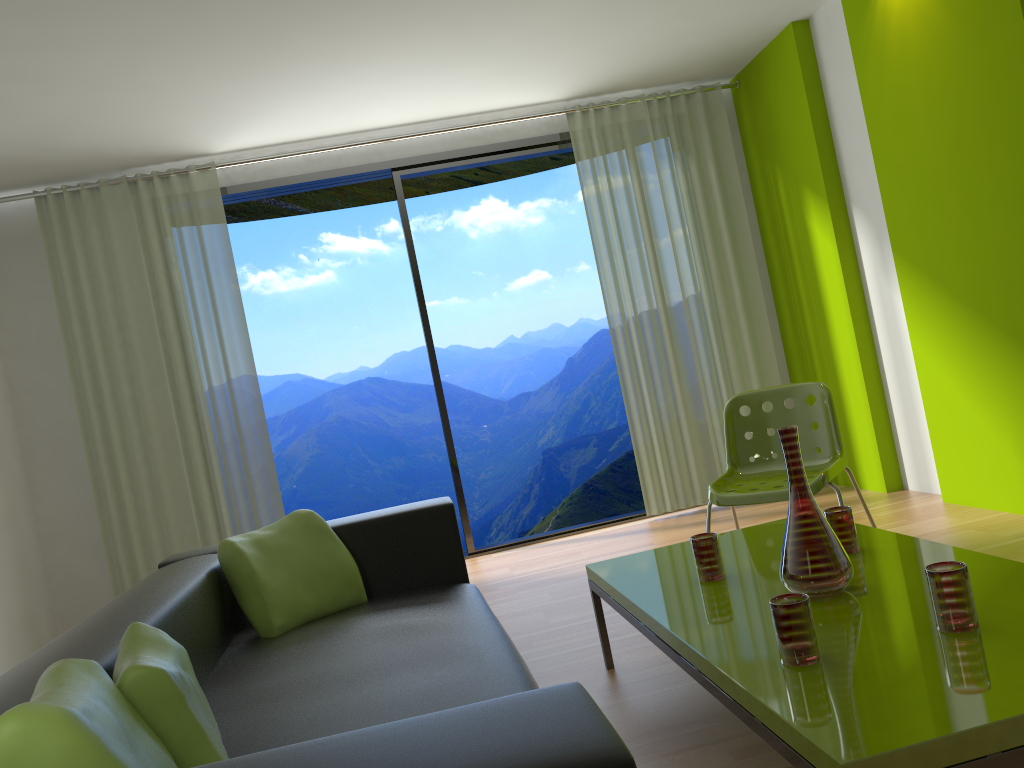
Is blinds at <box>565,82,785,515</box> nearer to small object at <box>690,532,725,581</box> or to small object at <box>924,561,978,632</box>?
small object at <box>690,532,725,581</box>

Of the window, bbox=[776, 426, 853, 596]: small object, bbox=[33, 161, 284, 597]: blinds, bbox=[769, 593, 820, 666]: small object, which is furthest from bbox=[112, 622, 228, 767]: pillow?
the window

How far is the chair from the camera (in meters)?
3.32

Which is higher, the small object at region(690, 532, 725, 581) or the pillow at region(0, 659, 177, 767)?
the pillow at region(0, 659, 177, 767)

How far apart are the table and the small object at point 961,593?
0.0 meters

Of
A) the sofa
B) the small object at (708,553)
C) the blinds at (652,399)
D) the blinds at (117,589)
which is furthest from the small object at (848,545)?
the blinds at (117,589)

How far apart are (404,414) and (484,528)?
1.8m

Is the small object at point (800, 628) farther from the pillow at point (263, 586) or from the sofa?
the pillow at point (263, 586)

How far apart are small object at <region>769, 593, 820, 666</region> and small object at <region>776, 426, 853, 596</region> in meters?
0.3

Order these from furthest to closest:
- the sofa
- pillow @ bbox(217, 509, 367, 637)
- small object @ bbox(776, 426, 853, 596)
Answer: pillow @ bbox(217, 509, 367, 637) → small object @ bbox(776, 426, 853, 596) → the sofa
